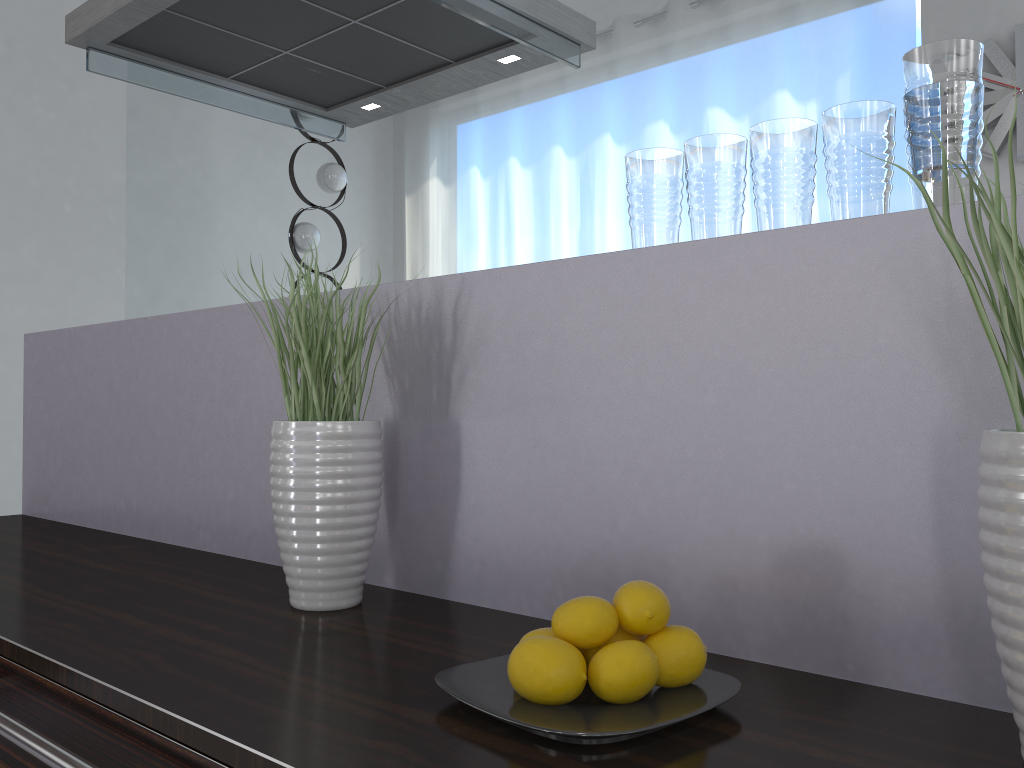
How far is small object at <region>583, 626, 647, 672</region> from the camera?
0.8 meters

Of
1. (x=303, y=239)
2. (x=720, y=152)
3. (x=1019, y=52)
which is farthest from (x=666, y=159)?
(x=303, y=239)

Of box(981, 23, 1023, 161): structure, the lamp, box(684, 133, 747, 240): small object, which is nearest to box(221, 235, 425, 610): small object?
box(684, 133, 747, 240): small object

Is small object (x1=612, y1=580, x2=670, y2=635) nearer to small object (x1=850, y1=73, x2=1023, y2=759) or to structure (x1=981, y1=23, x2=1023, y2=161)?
small object (x1=850, y1=73, x2=1023, y2=759)

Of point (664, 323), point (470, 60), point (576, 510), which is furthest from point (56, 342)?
point (664, 323)

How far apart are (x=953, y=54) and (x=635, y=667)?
0.6m

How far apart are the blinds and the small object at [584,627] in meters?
3.4 m

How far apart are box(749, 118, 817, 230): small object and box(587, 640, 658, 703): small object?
0.46m

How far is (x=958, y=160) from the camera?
0.82m

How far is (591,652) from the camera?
0.80m
